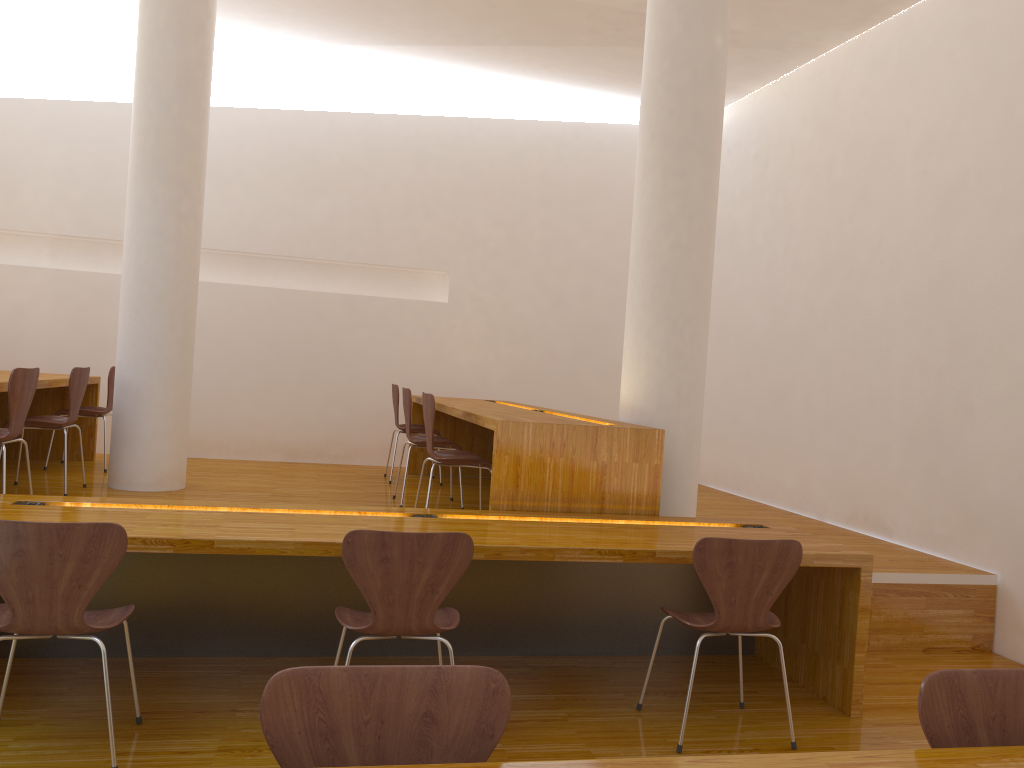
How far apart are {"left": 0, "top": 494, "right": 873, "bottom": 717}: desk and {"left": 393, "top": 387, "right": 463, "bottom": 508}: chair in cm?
152

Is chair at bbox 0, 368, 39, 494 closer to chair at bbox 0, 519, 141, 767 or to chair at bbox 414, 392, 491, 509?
chair at bbox 0, 519, 141, 767

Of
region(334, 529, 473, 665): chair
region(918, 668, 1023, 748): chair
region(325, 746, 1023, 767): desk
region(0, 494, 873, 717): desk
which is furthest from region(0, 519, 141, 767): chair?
region(918, 668, 1023, 748): chair

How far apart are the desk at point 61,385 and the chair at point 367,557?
2.6 meters

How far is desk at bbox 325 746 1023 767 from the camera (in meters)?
1.33

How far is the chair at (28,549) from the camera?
2.37m

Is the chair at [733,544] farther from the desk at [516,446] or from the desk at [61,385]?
the desk at [61,385]

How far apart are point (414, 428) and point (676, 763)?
4.99m

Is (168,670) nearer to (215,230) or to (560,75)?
(215,230)

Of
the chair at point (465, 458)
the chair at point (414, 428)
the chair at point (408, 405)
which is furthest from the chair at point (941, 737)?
the chair at point (414, 428)
